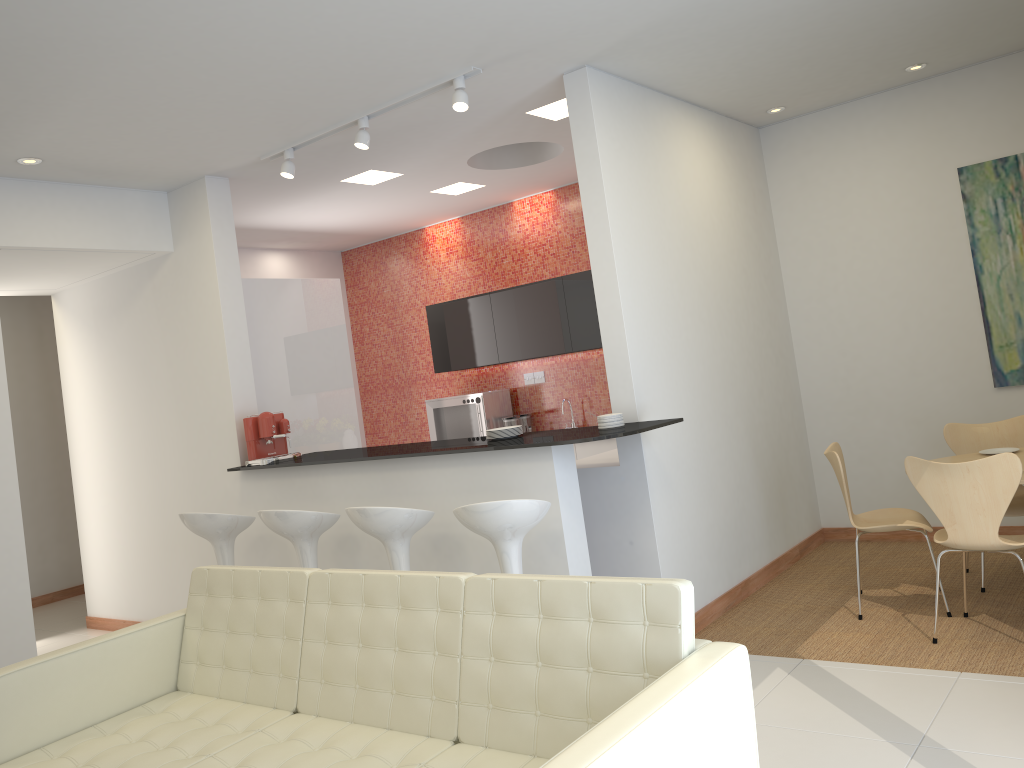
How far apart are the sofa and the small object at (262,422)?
1.89m

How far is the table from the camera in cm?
501

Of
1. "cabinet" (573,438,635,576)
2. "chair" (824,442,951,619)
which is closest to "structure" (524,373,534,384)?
"cabinet" (573,438,635,576)

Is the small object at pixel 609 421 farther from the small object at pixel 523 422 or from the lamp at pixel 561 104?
the small object at pixel 523 422

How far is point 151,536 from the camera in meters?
6.7

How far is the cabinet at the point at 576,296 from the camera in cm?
749

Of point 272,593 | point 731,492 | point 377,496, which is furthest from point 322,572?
point 731,492

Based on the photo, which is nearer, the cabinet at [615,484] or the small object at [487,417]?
the cabinet at [615,484]

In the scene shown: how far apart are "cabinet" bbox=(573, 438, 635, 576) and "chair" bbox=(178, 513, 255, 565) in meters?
2.1 m

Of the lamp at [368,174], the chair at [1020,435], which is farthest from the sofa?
the lamp at [368,174]
